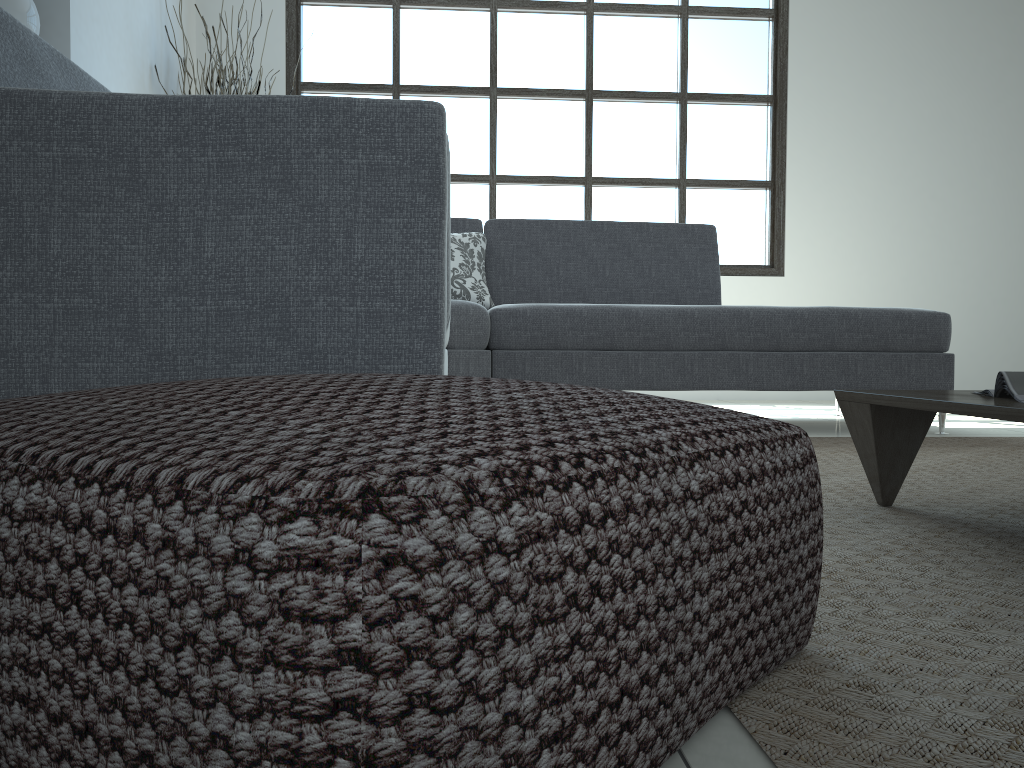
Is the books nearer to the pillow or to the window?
the pillow

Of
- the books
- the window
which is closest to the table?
the books

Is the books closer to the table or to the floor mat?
the table

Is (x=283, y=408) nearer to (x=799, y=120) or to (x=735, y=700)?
(x=735, y=700)

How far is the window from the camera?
5.4m

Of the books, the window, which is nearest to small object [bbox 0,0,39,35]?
the window

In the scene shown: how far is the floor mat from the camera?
0.67m

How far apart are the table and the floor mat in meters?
0.0 m

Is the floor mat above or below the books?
below

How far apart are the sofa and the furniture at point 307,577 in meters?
0.4
